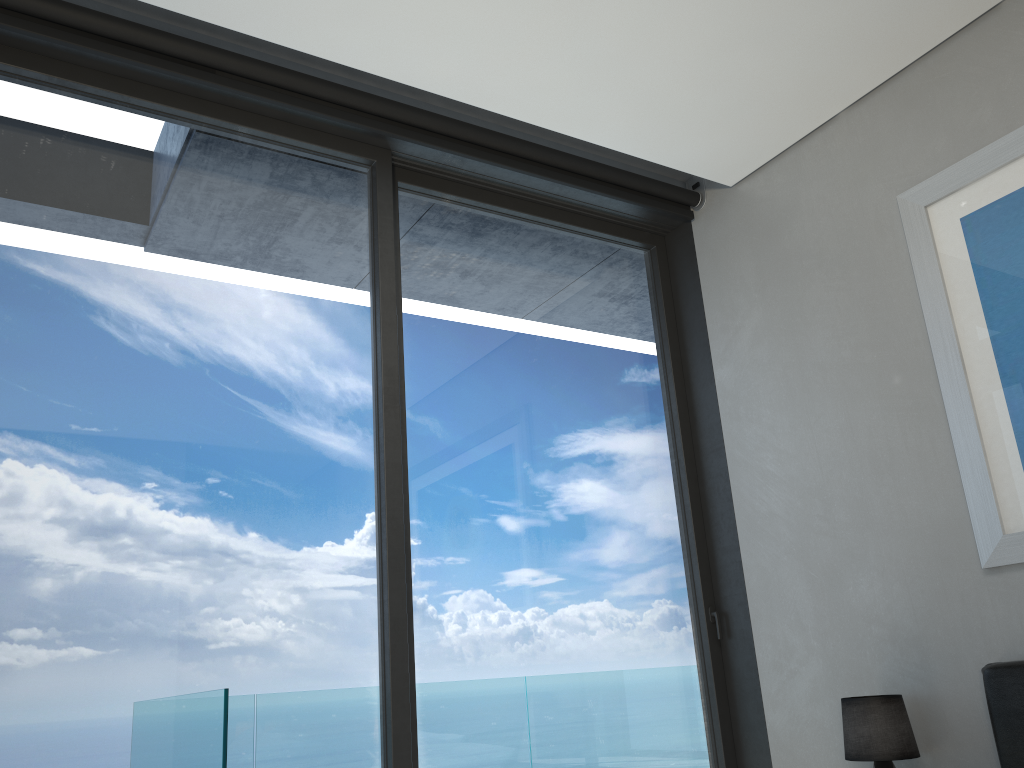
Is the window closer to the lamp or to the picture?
the lamp

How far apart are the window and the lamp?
0.67m

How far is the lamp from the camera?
2.94m

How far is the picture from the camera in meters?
2.9

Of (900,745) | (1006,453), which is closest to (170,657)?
(900,745)

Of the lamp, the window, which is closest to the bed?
the lamp

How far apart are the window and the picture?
1.1 meters

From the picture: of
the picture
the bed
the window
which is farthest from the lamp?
the window

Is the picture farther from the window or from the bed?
the window

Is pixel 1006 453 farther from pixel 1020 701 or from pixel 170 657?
pixel 170 657
